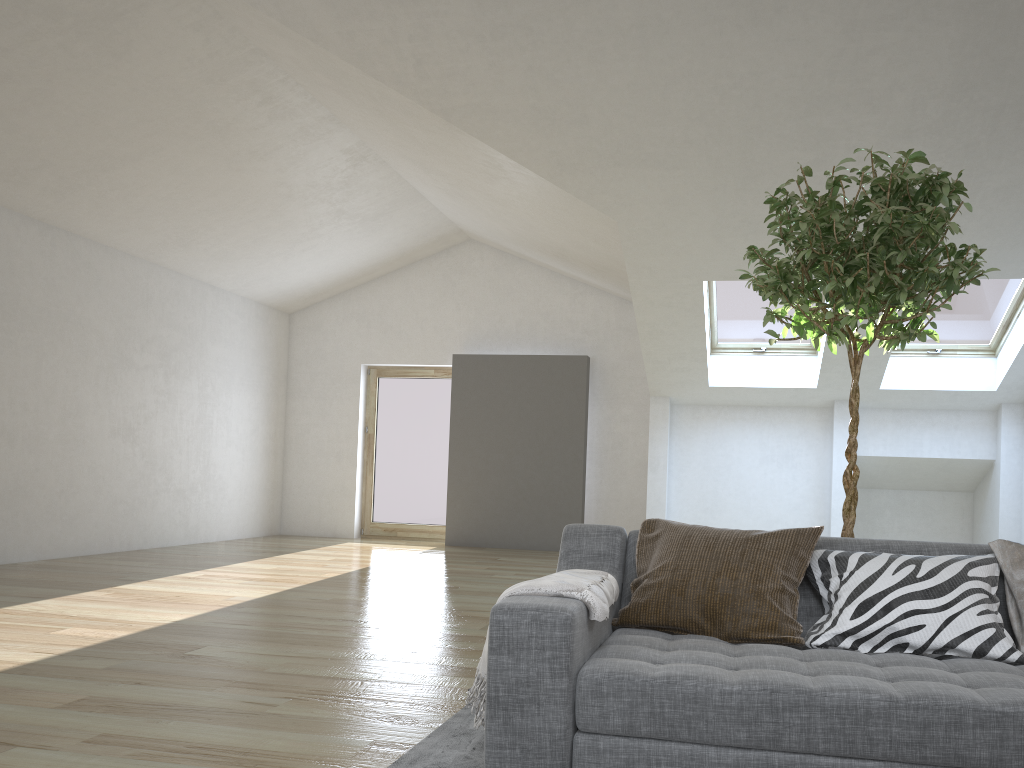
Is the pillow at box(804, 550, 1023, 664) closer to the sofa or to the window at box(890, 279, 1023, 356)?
the sofa

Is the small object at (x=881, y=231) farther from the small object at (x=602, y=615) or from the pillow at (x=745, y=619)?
the small object at (x=602, y=615)

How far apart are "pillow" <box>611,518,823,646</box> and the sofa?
0.0 meters

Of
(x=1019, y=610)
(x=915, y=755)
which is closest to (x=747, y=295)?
(x=1019, y=610)

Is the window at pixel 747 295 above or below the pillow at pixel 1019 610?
above

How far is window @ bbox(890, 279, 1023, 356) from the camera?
7.6m

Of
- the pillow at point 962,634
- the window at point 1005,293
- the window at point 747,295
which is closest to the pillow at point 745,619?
the pillow at point 962,634

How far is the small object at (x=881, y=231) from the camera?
2.81m

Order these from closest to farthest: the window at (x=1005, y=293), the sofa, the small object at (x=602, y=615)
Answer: the sofa → the small object at (x=602, y=615) → the window at (x=1005, y=293)

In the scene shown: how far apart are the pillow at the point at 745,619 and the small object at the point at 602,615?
0.1 meters
